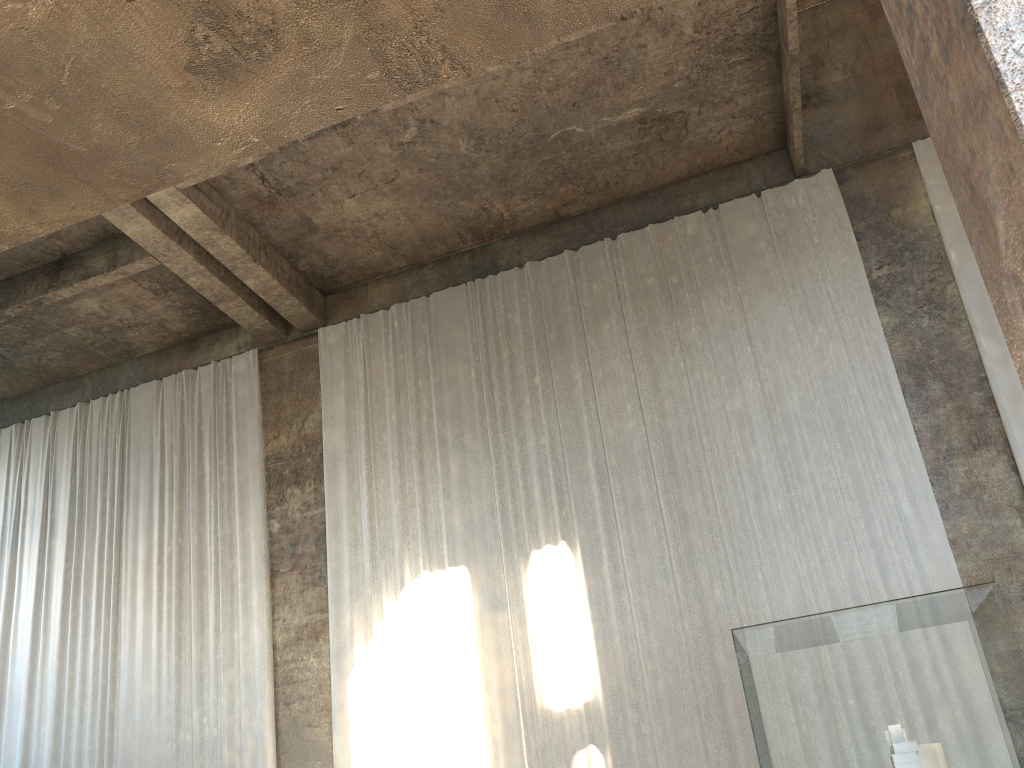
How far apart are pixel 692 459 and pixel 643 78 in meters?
4.8 m

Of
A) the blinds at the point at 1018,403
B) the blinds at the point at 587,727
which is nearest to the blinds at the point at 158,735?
the blinds at the point at 587,727

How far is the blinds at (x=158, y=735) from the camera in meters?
11.9

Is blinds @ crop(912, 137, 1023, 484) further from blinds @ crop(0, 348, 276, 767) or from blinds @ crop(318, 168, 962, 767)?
blinds @ crop(0, 348, 276, 767)

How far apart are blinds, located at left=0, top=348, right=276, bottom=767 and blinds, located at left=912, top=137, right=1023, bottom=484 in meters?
9.5 m

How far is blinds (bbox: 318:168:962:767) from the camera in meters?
9.9

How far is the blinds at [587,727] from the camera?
9.9 meters

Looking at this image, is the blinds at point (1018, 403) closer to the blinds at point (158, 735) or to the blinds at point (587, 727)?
the blinds at point (587, 727)

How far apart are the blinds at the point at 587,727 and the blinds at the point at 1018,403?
1.0m

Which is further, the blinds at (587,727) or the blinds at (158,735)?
the blinds at (158,735)
